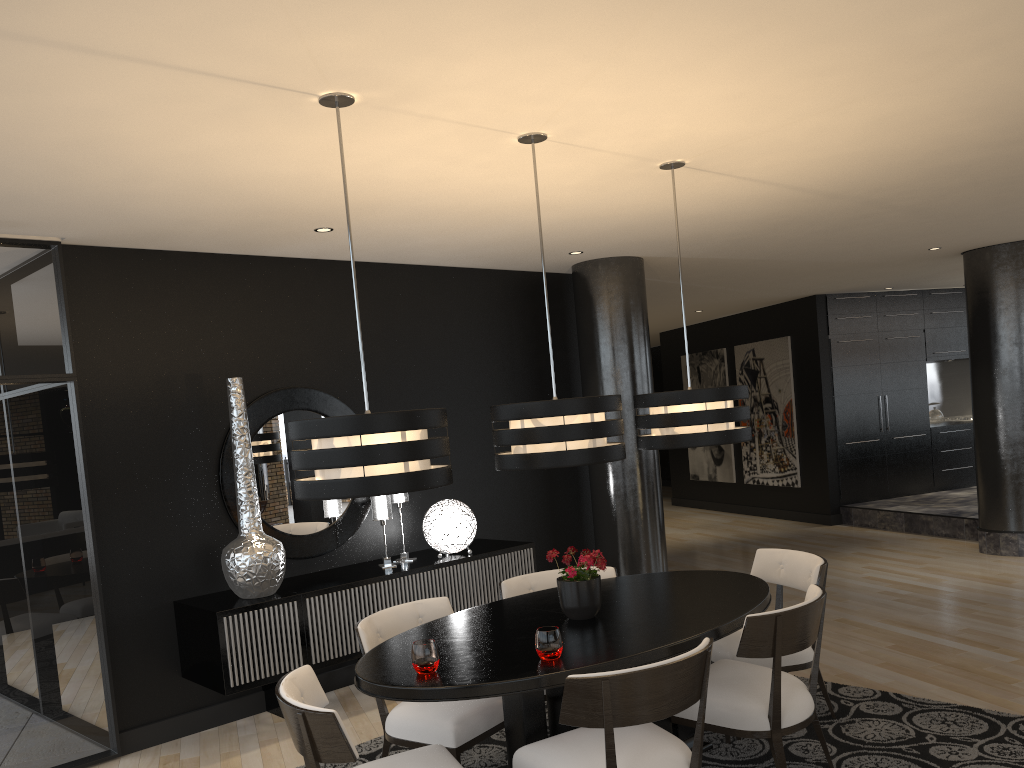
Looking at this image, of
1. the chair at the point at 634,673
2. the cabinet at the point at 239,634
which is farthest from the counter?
the chair at the point at 634,673

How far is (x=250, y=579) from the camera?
4.68m

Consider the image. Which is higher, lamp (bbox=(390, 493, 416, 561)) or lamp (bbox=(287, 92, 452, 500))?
lamp (bbox=(287, 92, 452, 500))

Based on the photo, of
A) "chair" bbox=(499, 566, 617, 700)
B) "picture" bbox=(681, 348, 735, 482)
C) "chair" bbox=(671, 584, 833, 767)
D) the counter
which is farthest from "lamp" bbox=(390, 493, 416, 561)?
the counter

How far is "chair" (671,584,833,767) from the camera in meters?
3.3 m

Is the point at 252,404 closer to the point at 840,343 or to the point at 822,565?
the point at 822,565

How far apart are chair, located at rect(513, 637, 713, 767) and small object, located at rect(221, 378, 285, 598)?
2.10m

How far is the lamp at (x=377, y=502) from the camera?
5.4m

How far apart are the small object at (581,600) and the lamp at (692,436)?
0.7m

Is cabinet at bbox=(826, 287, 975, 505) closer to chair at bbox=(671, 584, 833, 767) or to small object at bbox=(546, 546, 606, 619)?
chair at bbox=(671, 584, 833, 767)
